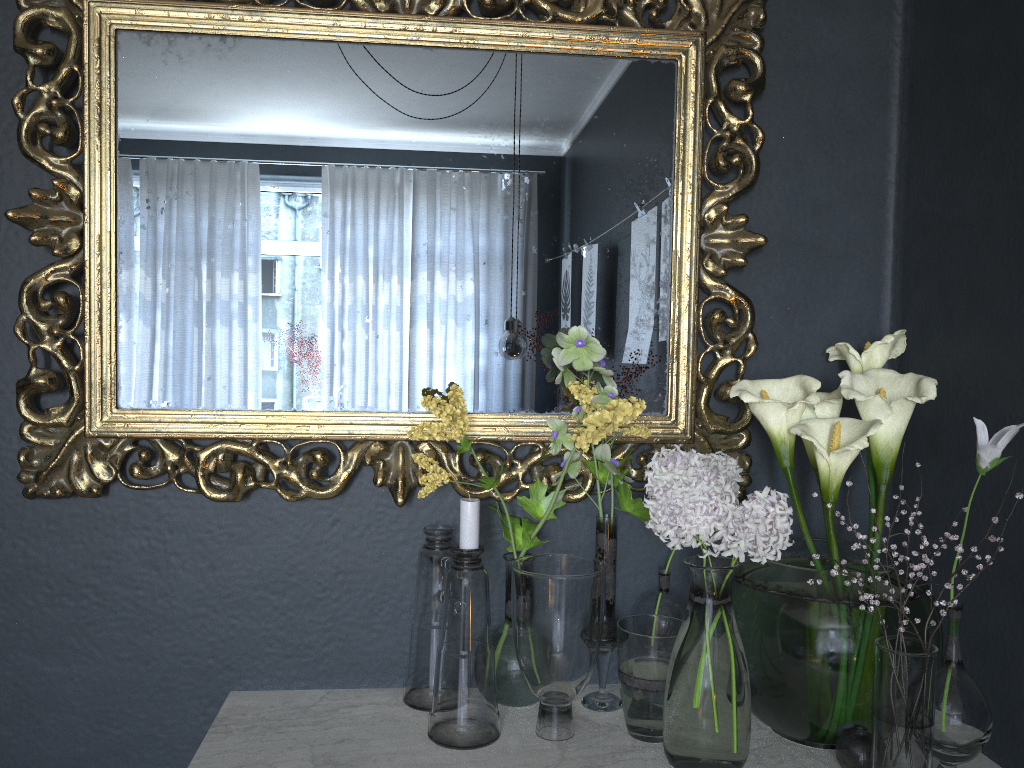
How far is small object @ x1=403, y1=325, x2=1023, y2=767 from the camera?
1.0 meters

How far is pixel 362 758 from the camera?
1.1m

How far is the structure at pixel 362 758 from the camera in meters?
1.1

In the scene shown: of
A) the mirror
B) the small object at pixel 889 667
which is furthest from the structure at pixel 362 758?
the mirror

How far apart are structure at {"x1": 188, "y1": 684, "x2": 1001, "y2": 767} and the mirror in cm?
29

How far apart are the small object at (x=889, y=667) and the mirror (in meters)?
0.02

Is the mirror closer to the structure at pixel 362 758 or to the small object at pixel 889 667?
the small object at pixel 889 667

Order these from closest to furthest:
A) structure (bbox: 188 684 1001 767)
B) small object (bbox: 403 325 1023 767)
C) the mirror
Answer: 1. small object (bbox: 403 325 1023 767)
2. structure (bbox: 188 684 1001 767)
3. the mirror

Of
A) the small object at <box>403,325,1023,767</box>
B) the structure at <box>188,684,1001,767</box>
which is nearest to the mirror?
the small object at <box>403,325,1023,767</box>

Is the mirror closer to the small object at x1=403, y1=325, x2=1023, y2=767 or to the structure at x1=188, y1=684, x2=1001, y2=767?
the small object at x1=403, y1=325, x2=1023, y2=767
